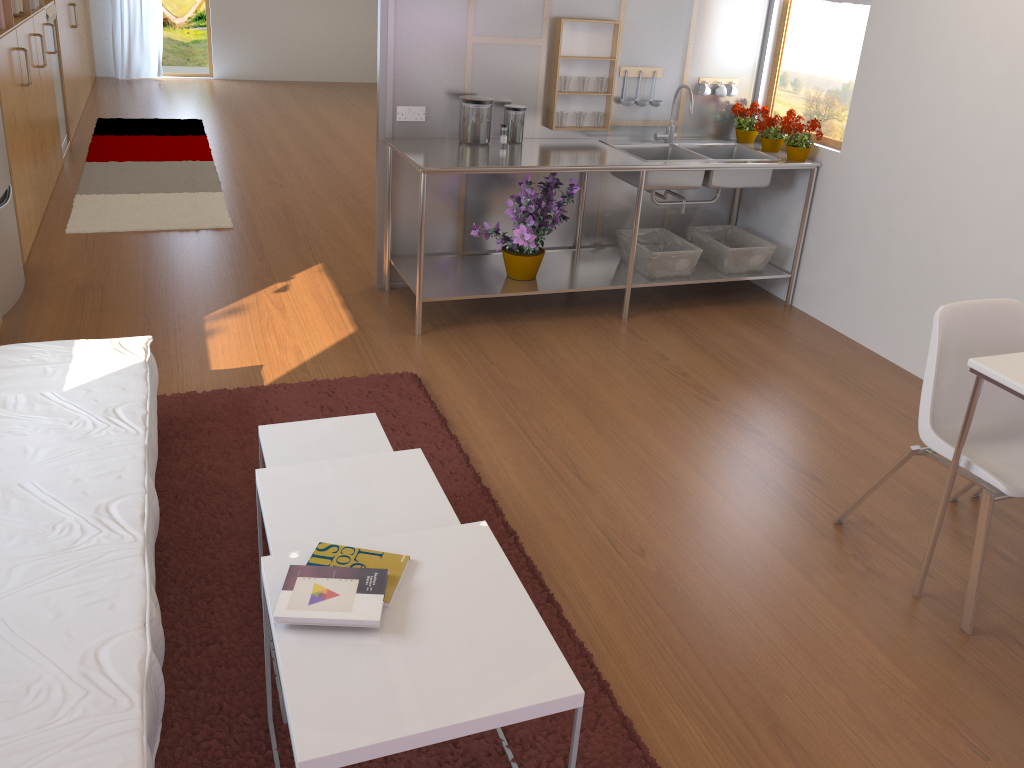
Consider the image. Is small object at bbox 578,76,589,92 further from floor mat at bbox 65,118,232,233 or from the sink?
floor mat at bbox 65,118,232,233

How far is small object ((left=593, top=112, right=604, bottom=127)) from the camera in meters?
4.5

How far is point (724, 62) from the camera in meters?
4.7 m

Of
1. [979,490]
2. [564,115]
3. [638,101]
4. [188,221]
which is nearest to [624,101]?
[638,101]

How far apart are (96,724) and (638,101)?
3.9 meters

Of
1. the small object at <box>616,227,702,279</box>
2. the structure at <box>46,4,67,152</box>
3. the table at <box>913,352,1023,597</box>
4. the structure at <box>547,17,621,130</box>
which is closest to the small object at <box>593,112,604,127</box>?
the structure at <box>547,17,621,130</box>

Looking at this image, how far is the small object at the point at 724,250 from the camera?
4.57m

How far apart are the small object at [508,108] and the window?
1.5m

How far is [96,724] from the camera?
1.54m

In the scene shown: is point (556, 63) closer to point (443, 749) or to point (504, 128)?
point (504, 128)
